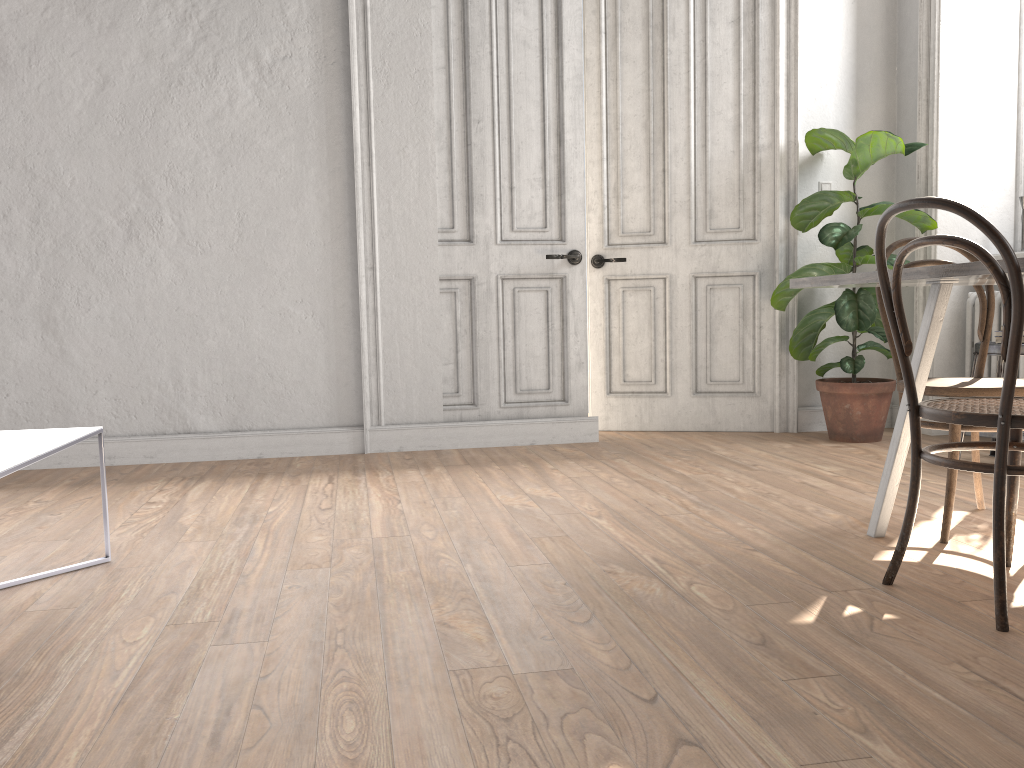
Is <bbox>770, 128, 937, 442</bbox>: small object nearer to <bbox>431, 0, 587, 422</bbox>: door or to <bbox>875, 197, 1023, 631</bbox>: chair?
<bbox>431, 0, 587, 422</bbox>: door

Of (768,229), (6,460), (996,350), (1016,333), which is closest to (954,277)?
(1016,333)

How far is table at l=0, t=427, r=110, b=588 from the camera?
1.9 meters

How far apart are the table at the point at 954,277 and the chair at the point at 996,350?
1.4m

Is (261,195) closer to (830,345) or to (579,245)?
(579,245)

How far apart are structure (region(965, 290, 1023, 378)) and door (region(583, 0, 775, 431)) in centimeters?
98cm

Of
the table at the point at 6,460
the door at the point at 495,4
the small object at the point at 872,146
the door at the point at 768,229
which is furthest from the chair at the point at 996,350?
the table at the point at 6,460

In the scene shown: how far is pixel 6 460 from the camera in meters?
1.9 m

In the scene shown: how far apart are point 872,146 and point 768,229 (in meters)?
0.71

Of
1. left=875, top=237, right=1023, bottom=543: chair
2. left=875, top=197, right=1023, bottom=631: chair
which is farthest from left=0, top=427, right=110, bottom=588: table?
left=875, top=237, right=1023, bottom=543: chair
